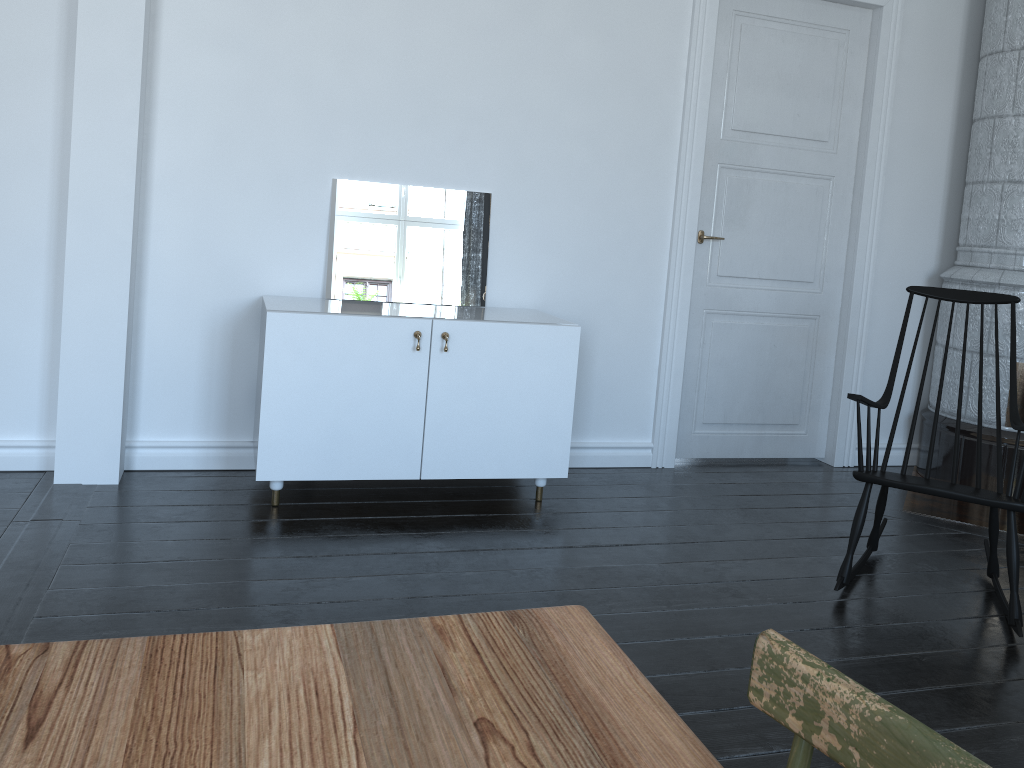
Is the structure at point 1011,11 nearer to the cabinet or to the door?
the door

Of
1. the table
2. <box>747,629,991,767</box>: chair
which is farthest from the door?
<box>747,629,991,767</box>: chair

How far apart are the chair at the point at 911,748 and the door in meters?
3.6 m

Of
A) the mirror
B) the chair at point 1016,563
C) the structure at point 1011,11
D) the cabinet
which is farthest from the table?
the structure at point 1011,11

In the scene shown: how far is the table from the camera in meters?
0.7 m

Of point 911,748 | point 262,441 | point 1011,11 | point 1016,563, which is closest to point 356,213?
point 262,441

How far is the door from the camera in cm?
415

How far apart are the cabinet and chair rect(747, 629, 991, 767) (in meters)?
2.65

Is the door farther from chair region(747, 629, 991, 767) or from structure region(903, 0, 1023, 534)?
chair region(747, 629, 991, 767)

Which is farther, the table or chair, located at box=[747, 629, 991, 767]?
the table
